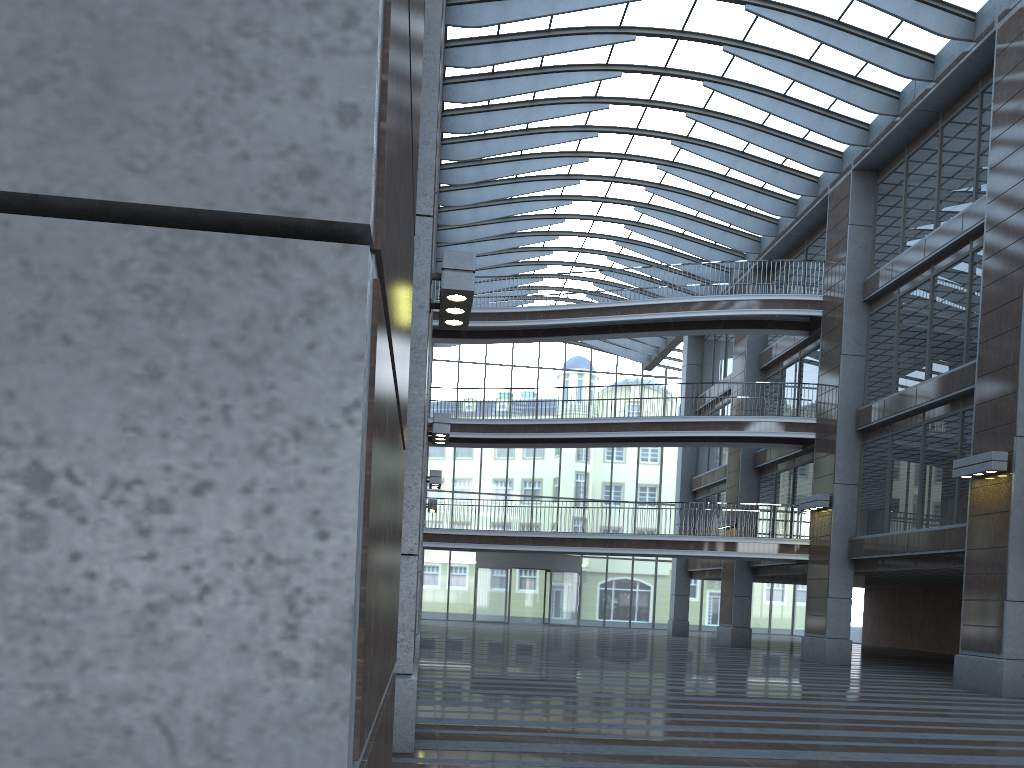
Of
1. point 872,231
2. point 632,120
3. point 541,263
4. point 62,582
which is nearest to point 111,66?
point 62,582

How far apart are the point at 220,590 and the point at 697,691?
14.7 meters
